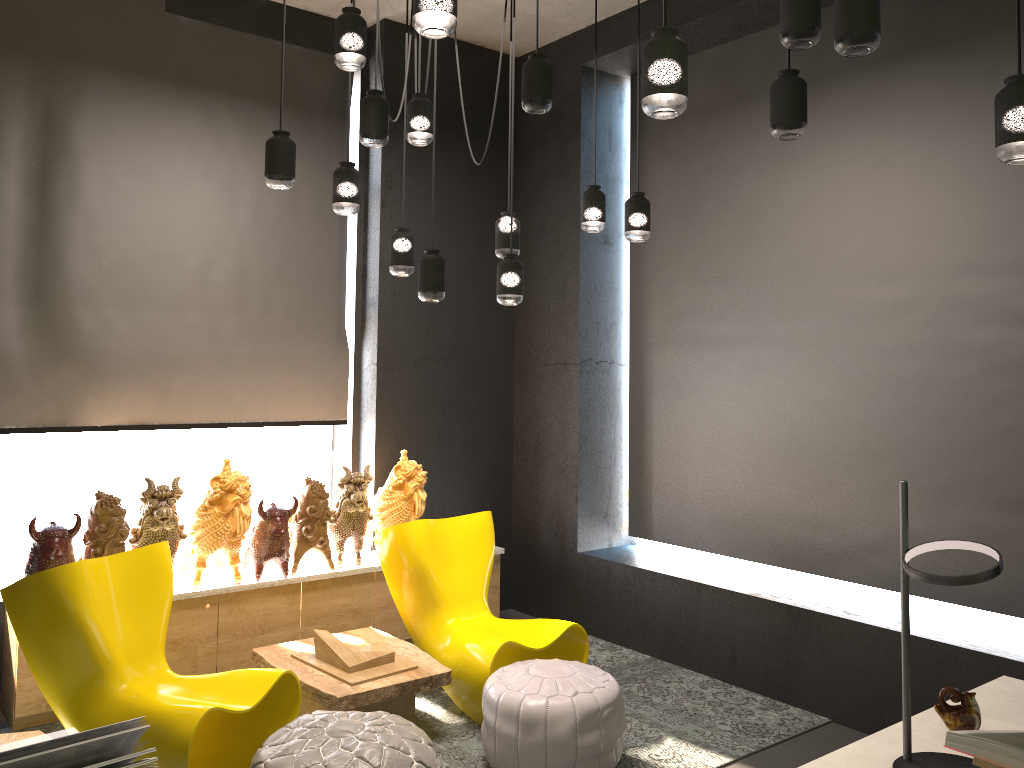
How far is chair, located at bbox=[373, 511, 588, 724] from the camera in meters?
4.2 m

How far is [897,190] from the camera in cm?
450

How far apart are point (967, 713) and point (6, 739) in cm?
257

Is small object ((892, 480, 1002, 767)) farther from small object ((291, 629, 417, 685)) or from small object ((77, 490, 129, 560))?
small object ((77, 490, 129, 560))

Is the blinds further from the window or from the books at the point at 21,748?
the books at the point at 21,748

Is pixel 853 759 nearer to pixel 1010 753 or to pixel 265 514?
pixel 1010 753

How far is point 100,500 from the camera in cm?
421

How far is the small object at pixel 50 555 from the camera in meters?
4.0

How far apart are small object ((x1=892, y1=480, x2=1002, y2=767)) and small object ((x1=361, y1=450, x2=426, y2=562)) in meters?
3.6 m

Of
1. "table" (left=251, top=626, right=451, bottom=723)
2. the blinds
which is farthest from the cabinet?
the blinds
